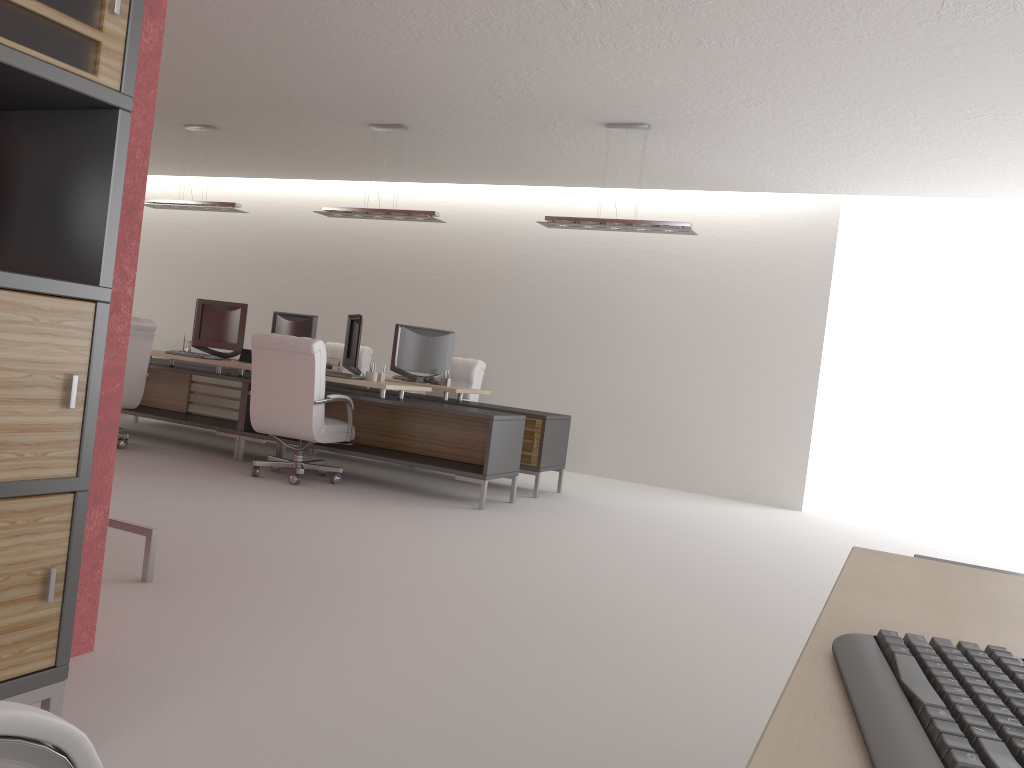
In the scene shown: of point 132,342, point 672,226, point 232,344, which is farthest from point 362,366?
point 672,226

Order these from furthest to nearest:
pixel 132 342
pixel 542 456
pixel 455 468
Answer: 1. pixel 542 456
2. pixel 132 342
3. pixel 455 468

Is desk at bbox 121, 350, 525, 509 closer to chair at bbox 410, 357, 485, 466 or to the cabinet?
chair at bbox 410, 357, 485, 466

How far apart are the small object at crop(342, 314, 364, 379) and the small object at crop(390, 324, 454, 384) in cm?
117

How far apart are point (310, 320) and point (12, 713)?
12.13m

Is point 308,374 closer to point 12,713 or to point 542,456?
point 542,456

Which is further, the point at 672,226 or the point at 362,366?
the point at 362,366

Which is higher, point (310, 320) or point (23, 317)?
point (310, 320)

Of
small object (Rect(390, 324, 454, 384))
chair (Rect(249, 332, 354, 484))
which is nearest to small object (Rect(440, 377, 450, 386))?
small object (Rect(390, 324, 454, 384))

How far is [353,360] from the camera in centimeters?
1065cm
